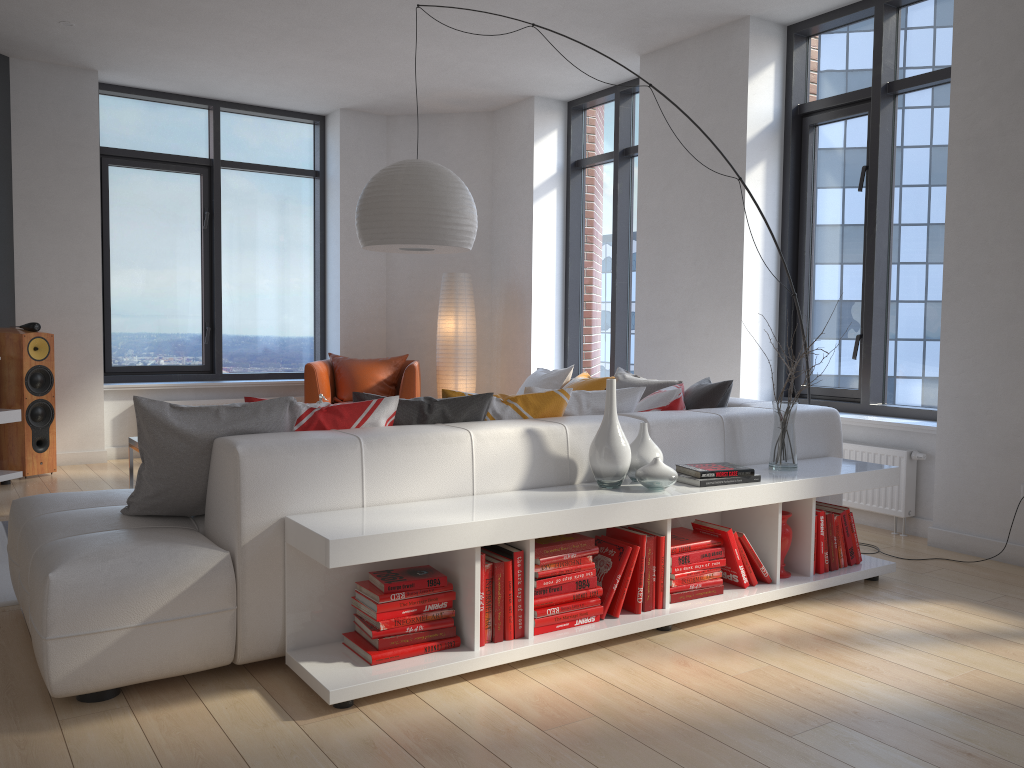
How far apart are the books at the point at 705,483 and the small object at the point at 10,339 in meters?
4.8 m

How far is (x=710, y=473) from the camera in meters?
3.3

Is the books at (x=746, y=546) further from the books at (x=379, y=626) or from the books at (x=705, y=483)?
the books at (x=379, y=626)

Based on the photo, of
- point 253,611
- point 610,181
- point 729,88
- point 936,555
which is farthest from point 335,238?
point 253,611

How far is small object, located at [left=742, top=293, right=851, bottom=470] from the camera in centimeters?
367cm

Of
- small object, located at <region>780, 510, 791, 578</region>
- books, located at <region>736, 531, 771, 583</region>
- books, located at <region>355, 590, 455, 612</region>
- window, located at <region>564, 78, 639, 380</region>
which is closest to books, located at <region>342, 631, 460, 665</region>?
books, located at <region>355, 590, 455, 612</region>

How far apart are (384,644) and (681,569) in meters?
1.2 m

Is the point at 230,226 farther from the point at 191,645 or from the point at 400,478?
the point at 191,645

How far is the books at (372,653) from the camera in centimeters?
263cm

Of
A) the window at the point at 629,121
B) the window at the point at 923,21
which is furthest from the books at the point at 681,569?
the window at the point at 629,121
